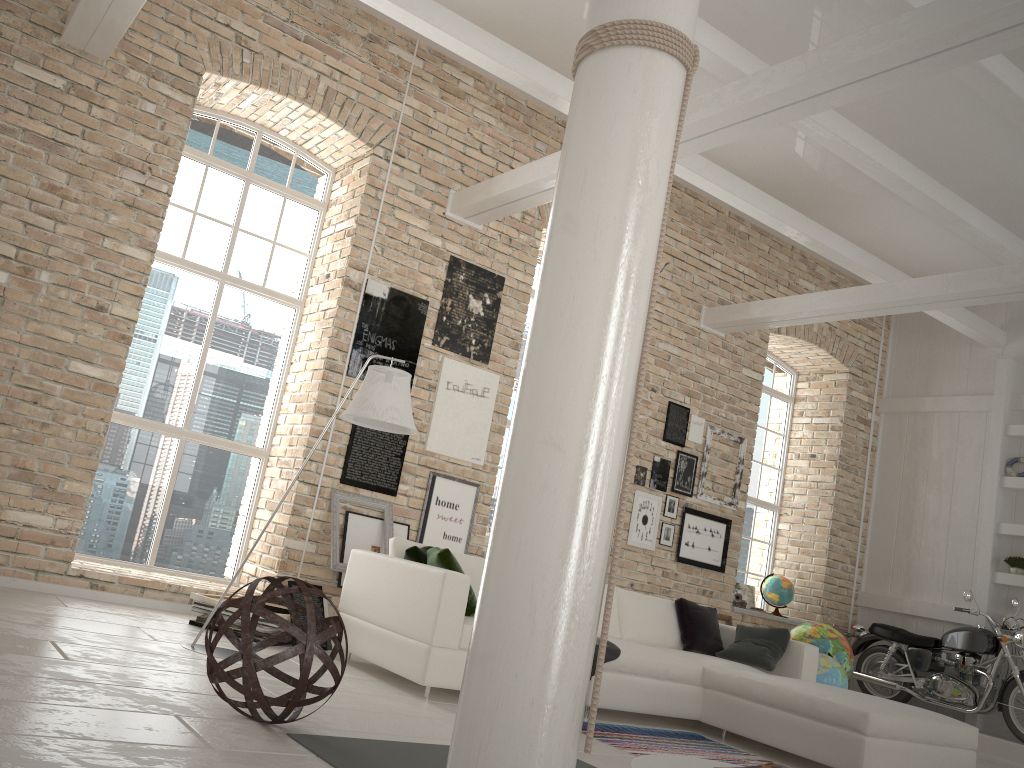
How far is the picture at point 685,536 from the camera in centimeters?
847cm

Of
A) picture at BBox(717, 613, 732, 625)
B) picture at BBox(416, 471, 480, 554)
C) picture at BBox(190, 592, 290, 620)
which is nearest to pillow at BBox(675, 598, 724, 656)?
picture at BBox(416, 471, 480, 554)

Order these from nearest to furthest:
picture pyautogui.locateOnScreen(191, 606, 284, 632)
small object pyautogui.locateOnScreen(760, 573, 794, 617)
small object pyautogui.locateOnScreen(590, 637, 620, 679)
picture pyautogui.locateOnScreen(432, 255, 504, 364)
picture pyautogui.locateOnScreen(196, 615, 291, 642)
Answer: small object pyautogui.locateOnScreen(590, 637, 620, 679)
picture pyautogui.locateOnScreen(191, 606, 284, 632)
picture pyautogui.locateOnScreen(196, 615, 291, 642)
picture pyautogui.locateOnScreen(432, 255, 504, 364)
small object pyautogui.locateOnScreen(760, 573, 794, 617)

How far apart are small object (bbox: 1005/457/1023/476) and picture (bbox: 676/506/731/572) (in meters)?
2.95

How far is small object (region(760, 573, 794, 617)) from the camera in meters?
9.4

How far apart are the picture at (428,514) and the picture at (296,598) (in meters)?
1.43

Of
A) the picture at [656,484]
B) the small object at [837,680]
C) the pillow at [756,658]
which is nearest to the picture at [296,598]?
the pillow at [756,658]

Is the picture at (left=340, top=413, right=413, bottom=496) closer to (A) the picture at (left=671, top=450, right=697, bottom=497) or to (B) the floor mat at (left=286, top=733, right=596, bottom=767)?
(A) the picture at (left=671, top=450, right=697, bottom=497)

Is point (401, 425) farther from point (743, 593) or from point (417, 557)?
point (743, 593)

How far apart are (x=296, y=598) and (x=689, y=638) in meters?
2.9 m
